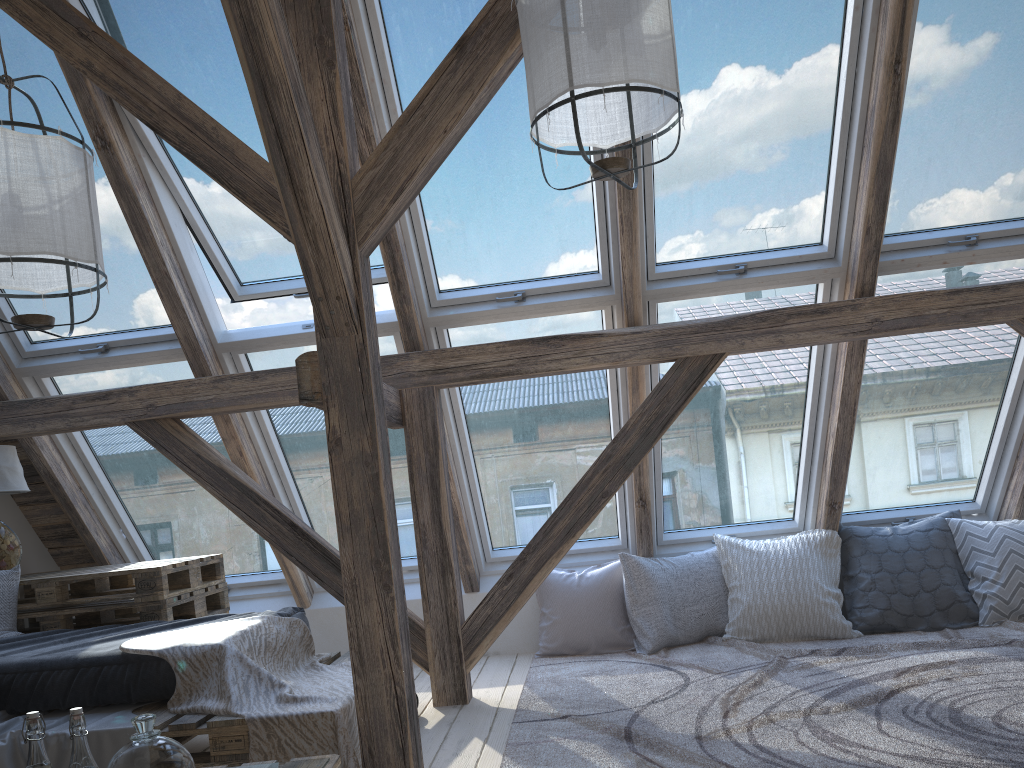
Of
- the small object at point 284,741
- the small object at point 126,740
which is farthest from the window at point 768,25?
the small object at point 126,740

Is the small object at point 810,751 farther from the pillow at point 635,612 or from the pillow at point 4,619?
the pillow at point 4,619

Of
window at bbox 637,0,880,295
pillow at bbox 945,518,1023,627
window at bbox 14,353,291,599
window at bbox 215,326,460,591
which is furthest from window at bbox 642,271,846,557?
window at bbox 14,353,291,599

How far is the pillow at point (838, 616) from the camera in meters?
4.0

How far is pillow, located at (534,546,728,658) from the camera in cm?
419

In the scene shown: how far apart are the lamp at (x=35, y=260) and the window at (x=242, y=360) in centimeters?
117cm

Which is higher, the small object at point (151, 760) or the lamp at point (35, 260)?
the lamp at point (35, 260)

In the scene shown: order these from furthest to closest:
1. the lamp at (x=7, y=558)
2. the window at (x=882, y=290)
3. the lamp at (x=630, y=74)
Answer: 1. the window at (x=882, y=290)
2. the lamp at (x=7, y=558)
3. the lamp at (x=630, y=74)

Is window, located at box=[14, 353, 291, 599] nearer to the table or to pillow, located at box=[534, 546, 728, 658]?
the table

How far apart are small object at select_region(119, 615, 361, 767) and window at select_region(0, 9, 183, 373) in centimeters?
134cm
